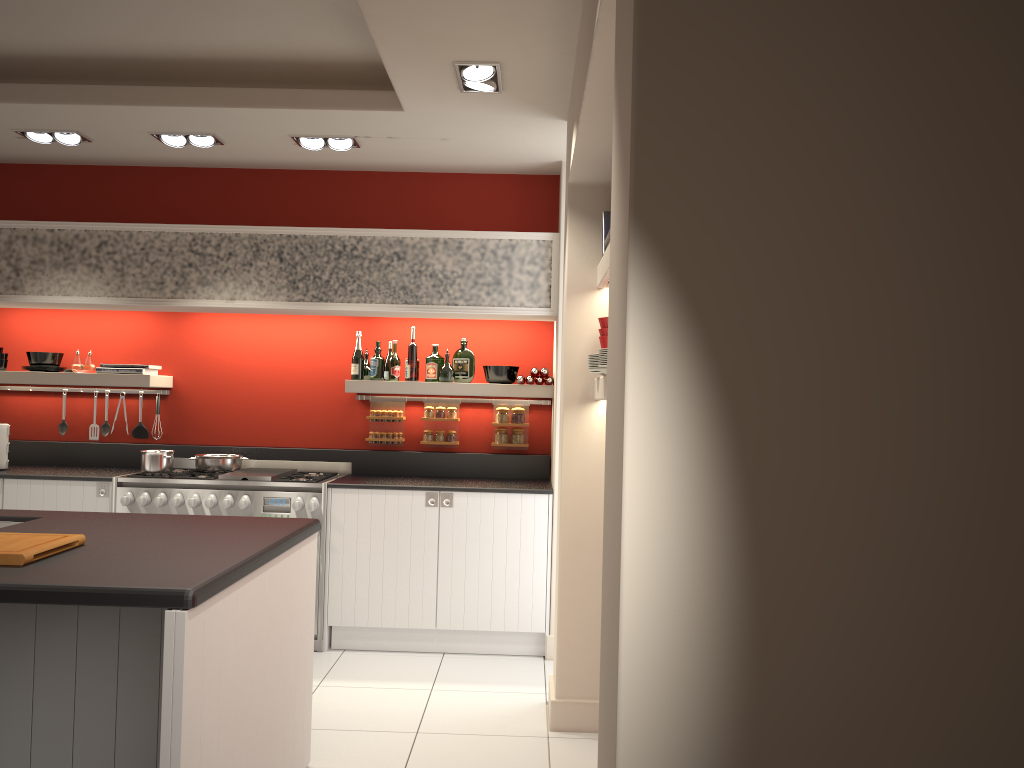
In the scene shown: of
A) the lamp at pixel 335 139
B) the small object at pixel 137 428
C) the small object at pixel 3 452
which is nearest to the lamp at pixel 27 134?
the lamp at pixel 335 139

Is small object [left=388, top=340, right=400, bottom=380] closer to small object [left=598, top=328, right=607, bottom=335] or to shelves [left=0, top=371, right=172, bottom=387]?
shelves [left=0, top=371, right=172, bottom=387]

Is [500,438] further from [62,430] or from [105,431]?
[62,430]

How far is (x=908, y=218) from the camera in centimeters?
146cm

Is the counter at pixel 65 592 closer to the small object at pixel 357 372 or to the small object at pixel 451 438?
the small object at pixel 357 372

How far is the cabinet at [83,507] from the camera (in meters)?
5.39

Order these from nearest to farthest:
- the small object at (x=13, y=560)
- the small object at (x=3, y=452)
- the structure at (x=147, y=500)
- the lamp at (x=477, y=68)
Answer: the small object at (x=13, y=560), the lamp at (x=477, y=68), the structure at (x=147, y=500), the small object at (x=3, y=452)

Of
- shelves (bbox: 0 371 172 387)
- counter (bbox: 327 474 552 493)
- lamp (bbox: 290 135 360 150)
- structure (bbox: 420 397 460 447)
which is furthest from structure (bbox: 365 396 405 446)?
lamp (bbox: 290 135 360 150)

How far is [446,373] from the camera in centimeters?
582cm

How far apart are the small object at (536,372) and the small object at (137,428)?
2.8 meters
